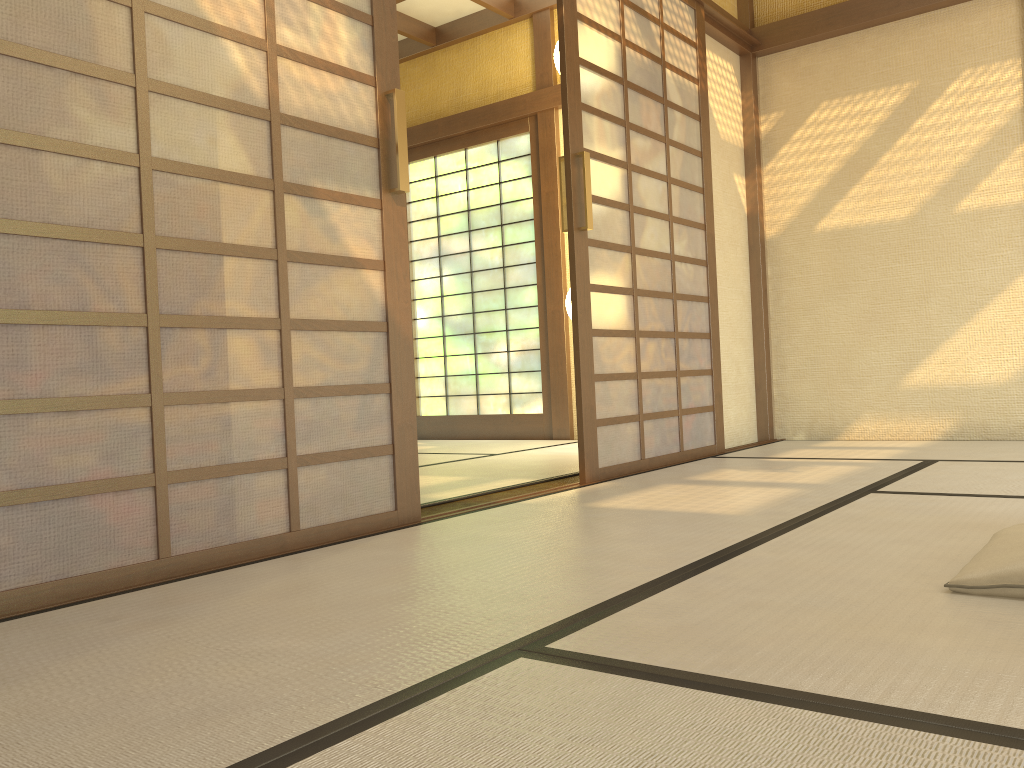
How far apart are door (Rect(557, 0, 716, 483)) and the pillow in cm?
184

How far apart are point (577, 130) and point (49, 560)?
2.5 meters

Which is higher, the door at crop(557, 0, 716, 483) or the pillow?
the door at crop(557, 0, 716, 483)

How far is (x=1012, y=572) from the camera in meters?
1.5 m

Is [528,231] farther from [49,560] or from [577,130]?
[49,560]

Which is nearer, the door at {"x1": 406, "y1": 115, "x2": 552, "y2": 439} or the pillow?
the pillow

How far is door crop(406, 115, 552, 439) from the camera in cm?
617

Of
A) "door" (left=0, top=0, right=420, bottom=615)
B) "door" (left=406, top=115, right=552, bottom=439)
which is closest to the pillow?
"door" (left=0, top=0, right=420, bottom=615)

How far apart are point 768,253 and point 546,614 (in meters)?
4.06

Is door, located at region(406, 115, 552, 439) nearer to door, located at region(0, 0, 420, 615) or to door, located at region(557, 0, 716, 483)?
door, located at region(557, 0, 716, 483)
